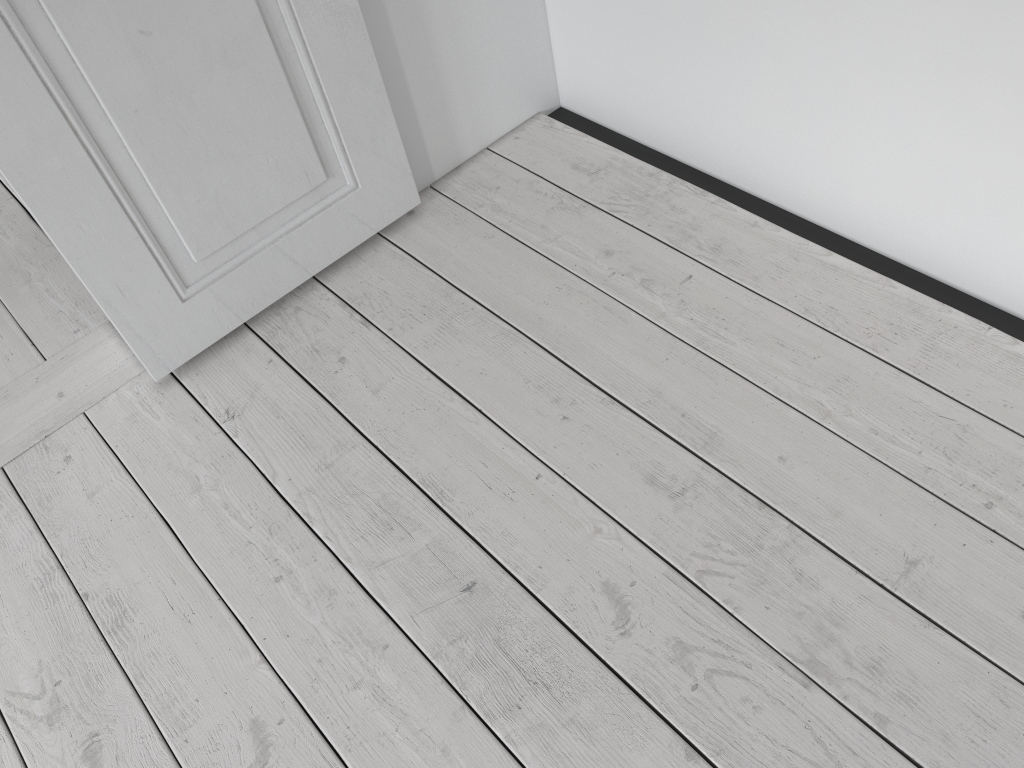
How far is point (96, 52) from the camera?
1.34m

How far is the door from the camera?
1.3m

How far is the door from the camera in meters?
1.3 m

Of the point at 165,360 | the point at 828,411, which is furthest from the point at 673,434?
the point at 165,360
